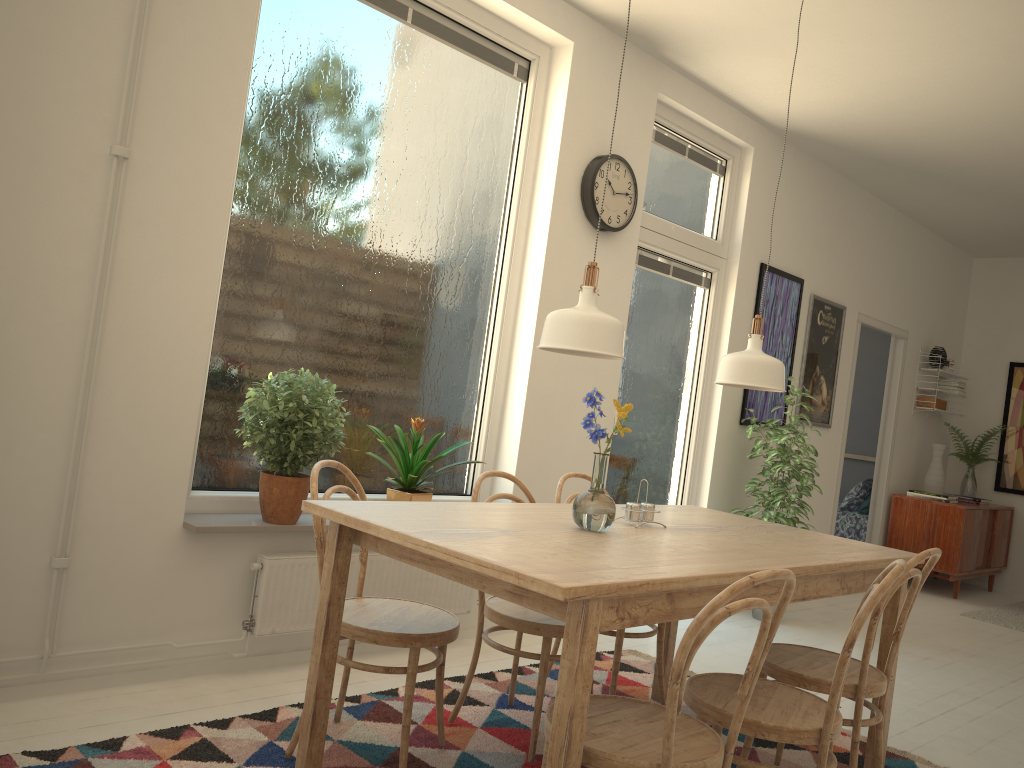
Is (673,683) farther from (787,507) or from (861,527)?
(861,527)

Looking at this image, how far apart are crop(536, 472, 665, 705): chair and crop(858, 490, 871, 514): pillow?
5.1m

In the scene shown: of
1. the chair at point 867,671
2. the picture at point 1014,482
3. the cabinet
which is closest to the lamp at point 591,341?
the chair at point 867,671

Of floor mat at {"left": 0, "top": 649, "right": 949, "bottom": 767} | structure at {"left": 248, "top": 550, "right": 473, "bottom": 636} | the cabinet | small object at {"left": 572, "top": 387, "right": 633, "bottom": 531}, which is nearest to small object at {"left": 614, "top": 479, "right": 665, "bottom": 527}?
small object at {"left": 572, "top": 387, "right": 633, "bottom": 531}

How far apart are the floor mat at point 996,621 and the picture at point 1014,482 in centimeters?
115cm

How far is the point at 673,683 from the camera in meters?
1.7 m

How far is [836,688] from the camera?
2.03m

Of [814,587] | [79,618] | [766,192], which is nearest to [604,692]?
[814,587]

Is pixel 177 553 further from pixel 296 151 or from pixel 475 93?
pixel 475 93

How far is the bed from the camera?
7.6 meters
